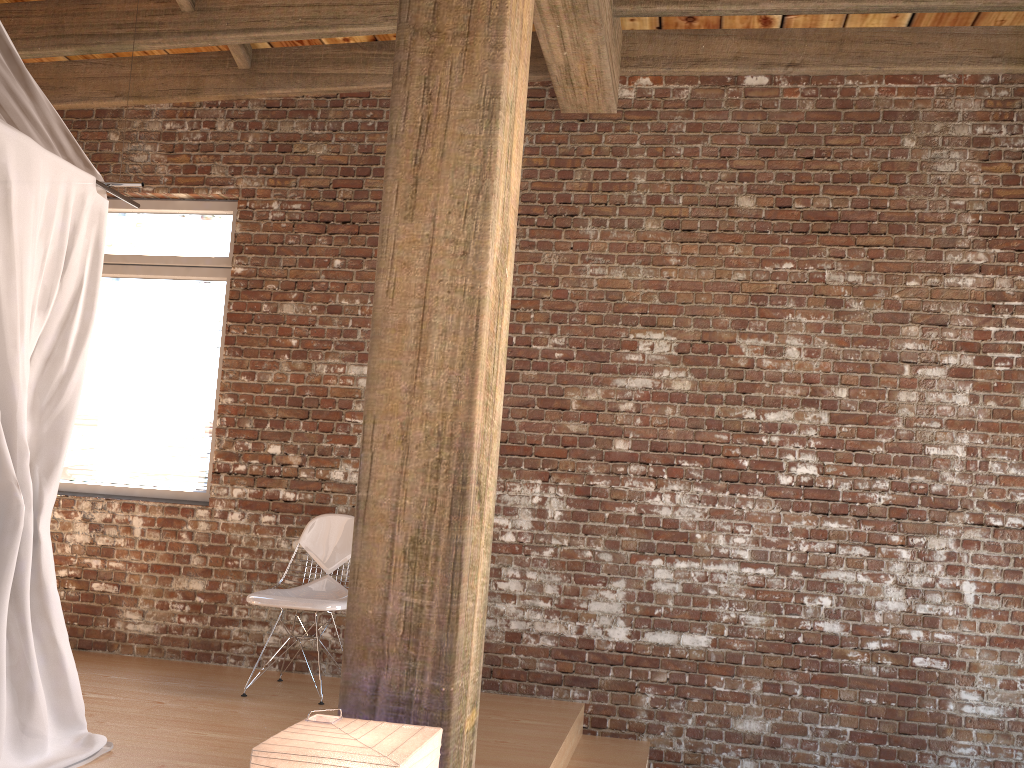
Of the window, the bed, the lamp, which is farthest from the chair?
the lamp

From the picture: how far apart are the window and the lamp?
3.4m

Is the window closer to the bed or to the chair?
the chair

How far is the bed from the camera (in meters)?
2.95

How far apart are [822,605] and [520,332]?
2.09m

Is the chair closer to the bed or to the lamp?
the bed

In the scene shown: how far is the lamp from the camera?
1.7m

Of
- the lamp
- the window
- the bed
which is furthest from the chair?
the lamp

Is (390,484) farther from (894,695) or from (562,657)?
(894,695)

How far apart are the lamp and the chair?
2.2 meters
